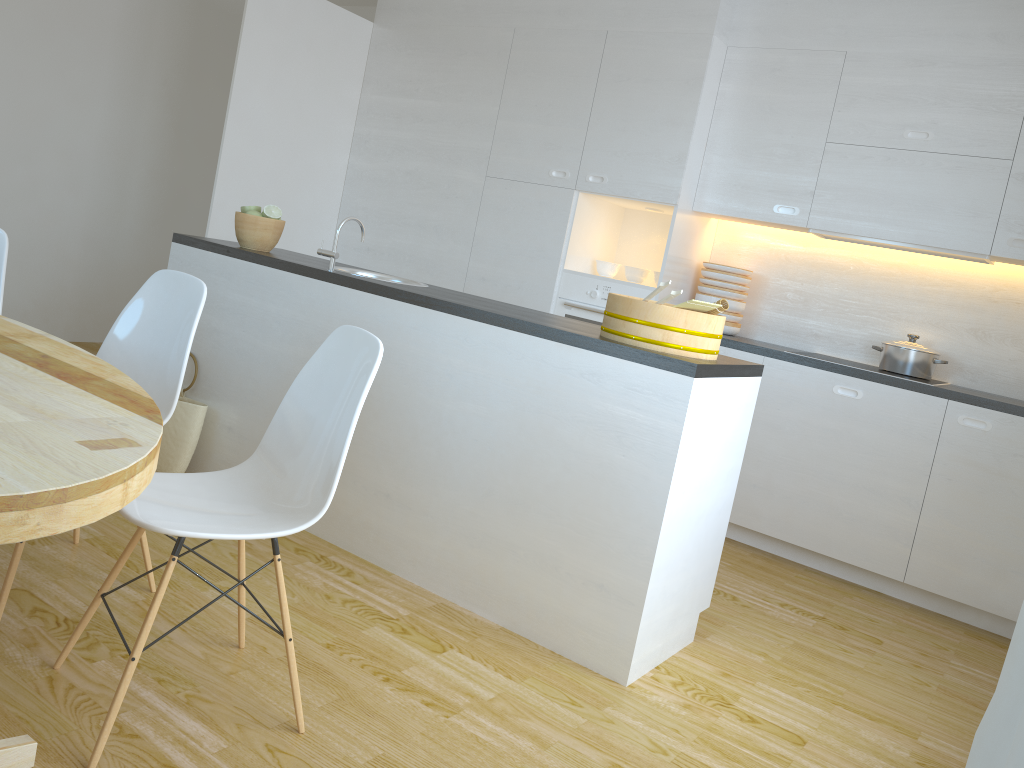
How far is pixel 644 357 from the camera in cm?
254

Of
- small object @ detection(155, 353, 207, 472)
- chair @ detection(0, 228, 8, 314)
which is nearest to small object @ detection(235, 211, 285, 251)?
small object @ detection(155, 353, 207, 472)

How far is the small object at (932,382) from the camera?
4.0m

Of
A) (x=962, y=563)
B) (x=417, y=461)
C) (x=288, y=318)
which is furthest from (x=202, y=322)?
(x=962, y=563)

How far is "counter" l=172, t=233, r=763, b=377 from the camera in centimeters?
254cm

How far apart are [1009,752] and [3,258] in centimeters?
312cm

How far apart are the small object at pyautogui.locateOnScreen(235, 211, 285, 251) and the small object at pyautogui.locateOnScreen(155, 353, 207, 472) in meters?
0.7 m

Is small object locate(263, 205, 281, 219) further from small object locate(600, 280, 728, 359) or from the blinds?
the blinds

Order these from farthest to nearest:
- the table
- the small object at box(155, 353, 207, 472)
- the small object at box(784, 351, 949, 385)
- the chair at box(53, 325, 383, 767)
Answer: the small object at box(784, 351, 949, 385), the small object at box(155, 353, 207, 472), the chair at box(53, 325, 383, 767), the table

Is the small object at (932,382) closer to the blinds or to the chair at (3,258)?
the chair at (3,258)
